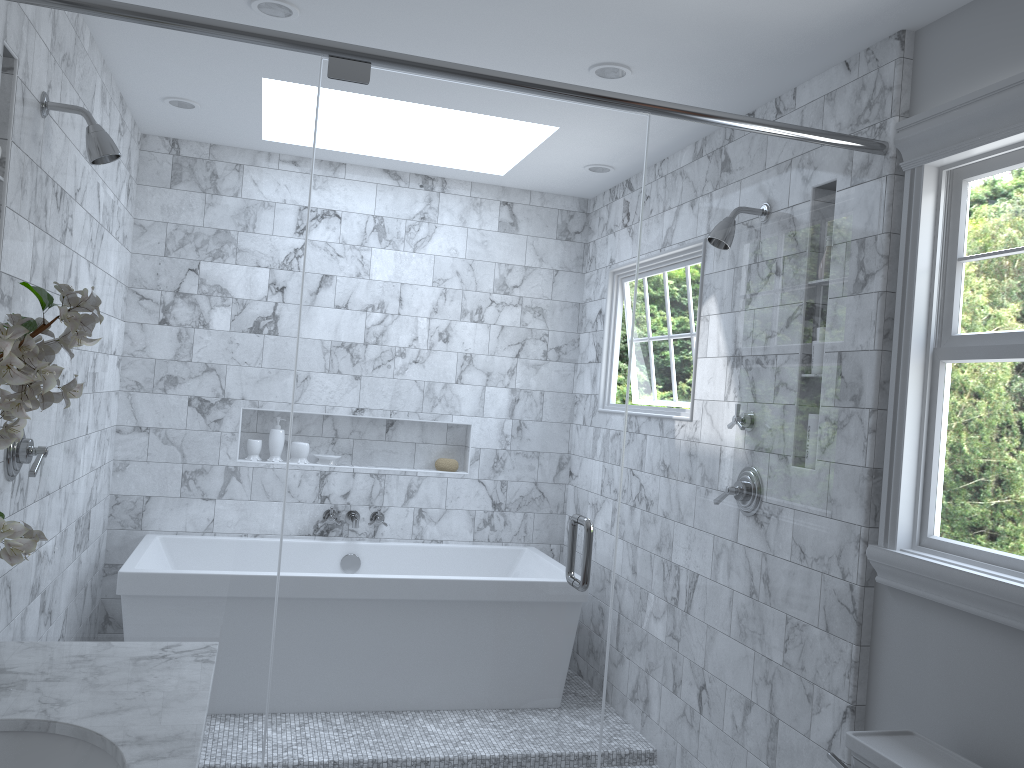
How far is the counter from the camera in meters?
1.4

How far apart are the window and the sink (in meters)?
1.79

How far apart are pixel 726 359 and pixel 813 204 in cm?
135

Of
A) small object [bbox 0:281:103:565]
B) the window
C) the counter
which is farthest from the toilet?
small object [bbox 0:281:103:565]

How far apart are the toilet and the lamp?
2.05m

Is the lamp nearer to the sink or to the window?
the window

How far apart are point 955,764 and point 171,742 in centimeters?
164cm

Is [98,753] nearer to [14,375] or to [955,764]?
[14,375]

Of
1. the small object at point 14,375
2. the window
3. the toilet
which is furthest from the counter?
the window

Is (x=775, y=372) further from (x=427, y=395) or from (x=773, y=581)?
(x=427, y=395)
